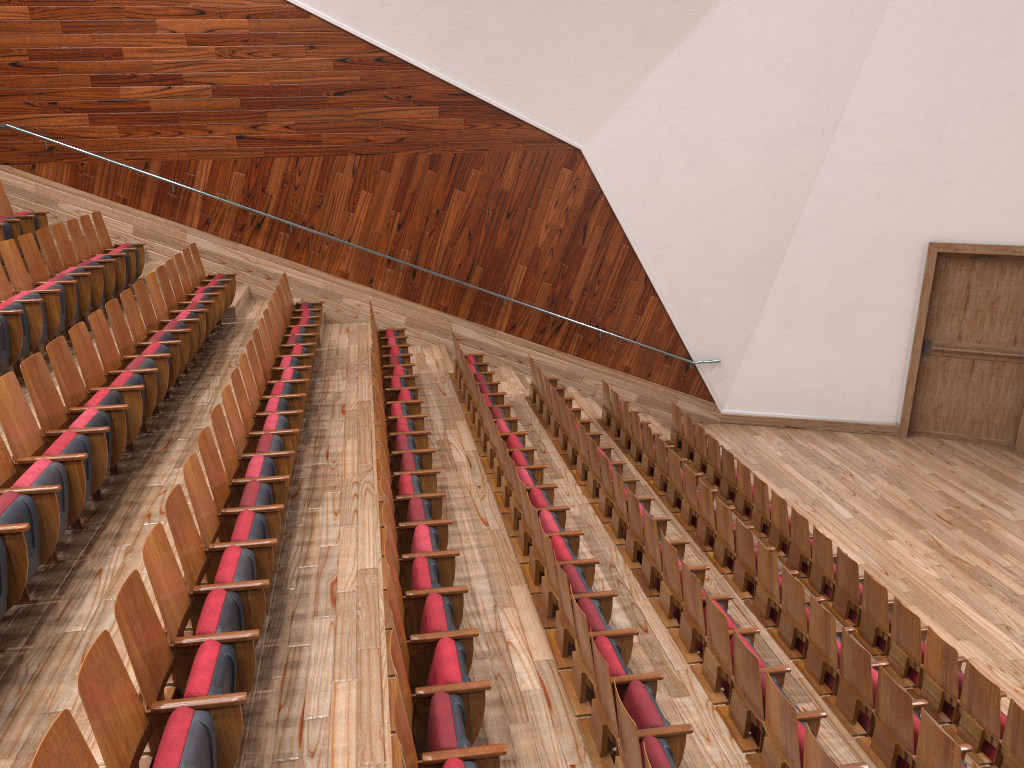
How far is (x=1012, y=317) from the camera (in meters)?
1.03

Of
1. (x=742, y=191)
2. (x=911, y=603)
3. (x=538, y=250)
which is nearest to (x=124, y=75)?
(x=538, y=250)

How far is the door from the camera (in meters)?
1.03

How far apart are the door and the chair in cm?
32

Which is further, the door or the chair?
the door

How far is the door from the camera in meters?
1.0 m

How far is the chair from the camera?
0.3m

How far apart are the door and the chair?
0.3 meters
